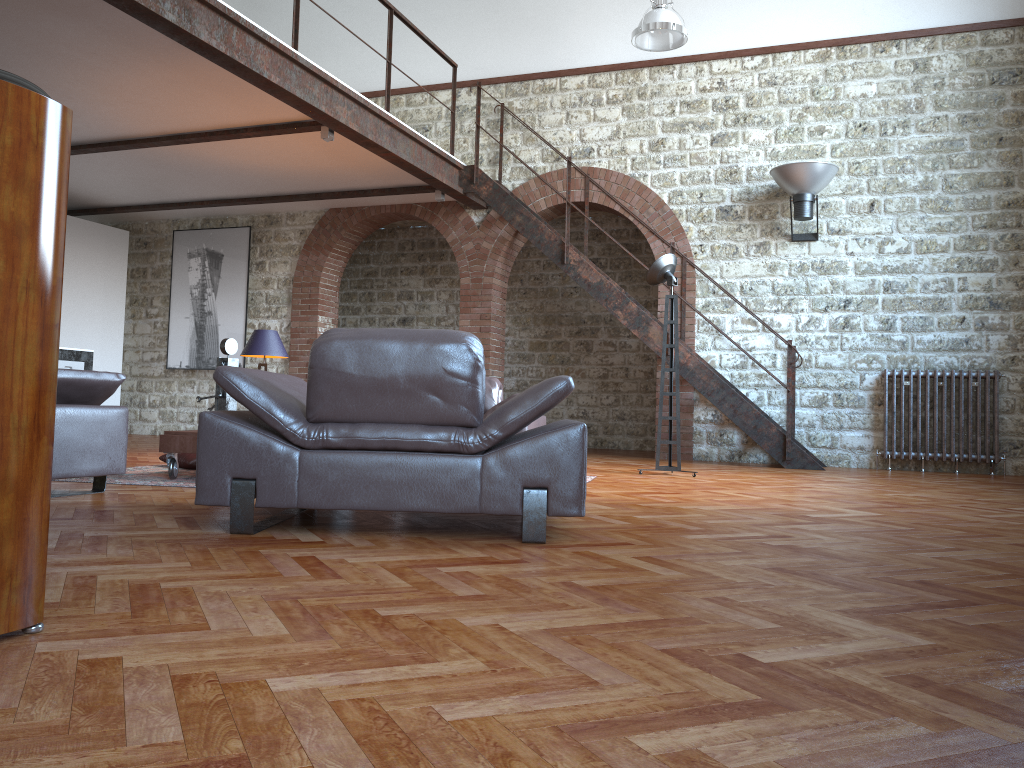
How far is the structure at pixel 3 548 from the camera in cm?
167

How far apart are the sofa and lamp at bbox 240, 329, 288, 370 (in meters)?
1.78

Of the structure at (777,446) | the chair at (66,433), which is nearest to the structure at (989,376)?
the structure at (777,446)

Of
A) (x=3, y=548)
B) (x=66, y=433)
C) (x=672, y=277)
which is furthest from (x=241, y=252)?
(x=3, y=548)

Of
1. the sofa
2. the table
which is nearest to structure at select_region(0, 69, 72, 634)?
the table

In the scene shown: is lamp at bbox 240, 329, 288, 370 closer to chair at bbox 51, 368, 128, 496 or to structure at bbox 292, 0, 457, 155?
structure at bbox 292, 0, 457, 155

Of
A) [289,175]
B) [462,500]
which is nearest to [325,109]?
[289,175]

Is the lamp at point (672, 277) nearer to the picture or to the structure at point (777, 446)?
the structure at point (777, 446)

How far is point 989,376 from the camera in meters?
8.3 m

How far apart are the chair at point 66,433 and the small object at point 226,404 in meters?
0.9 m
